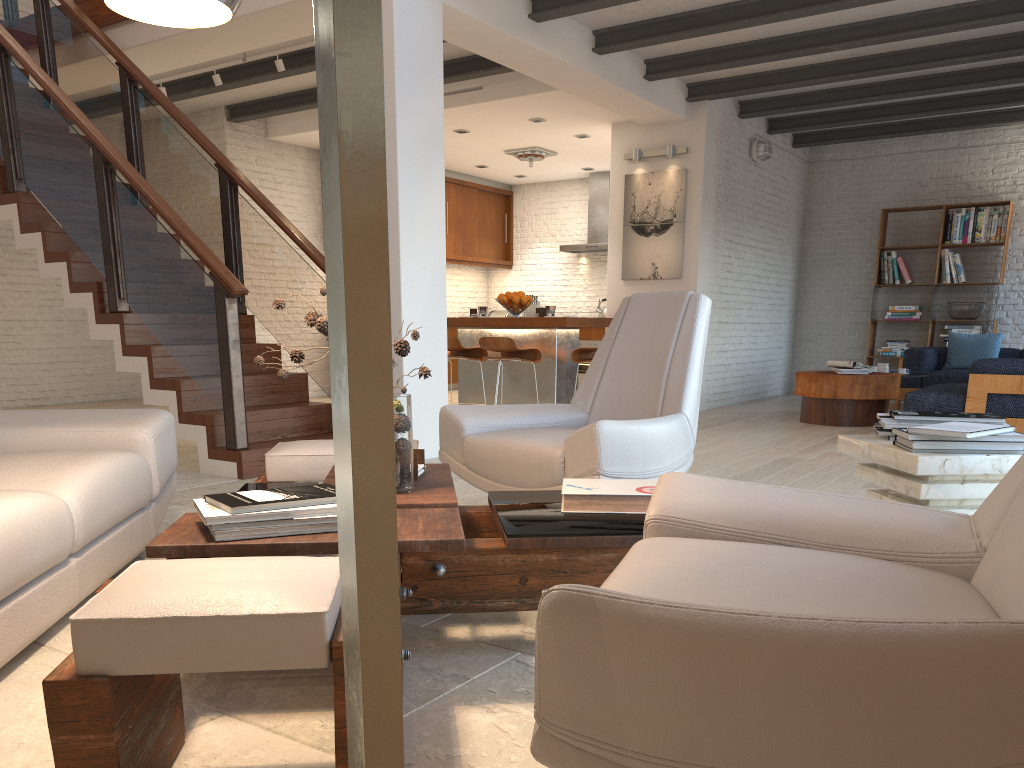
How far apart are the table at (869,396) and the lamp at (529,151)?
4.3m

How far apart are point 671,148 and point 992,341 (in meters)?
4.03

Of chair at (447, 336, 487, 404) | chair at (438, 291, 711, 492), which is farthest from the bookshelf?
chair at (438, 291, 711, 492)

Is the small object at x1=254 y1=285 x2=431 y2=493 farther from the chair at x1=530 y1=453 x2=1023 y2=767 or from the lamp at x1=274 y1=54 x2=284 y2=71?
the lamp at x1=274 y1=54 x2=284 y2=71

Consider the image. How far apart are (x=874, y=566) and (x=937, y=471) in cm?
106

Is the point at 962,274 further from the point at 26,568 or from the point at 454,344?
the point at 26,568

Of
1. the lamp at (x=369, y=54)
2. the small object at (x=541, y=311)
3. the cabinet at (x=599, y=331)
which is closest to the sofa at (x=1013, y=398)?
the small object at (x=541, y=311)

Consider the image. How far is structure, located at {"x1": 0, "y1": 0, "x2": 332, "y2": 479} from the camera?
5.07m

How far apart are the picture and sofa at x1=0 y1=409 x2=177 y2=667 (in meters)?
6.33

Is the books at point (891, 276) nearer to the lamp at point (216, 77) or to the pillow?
the pillow
